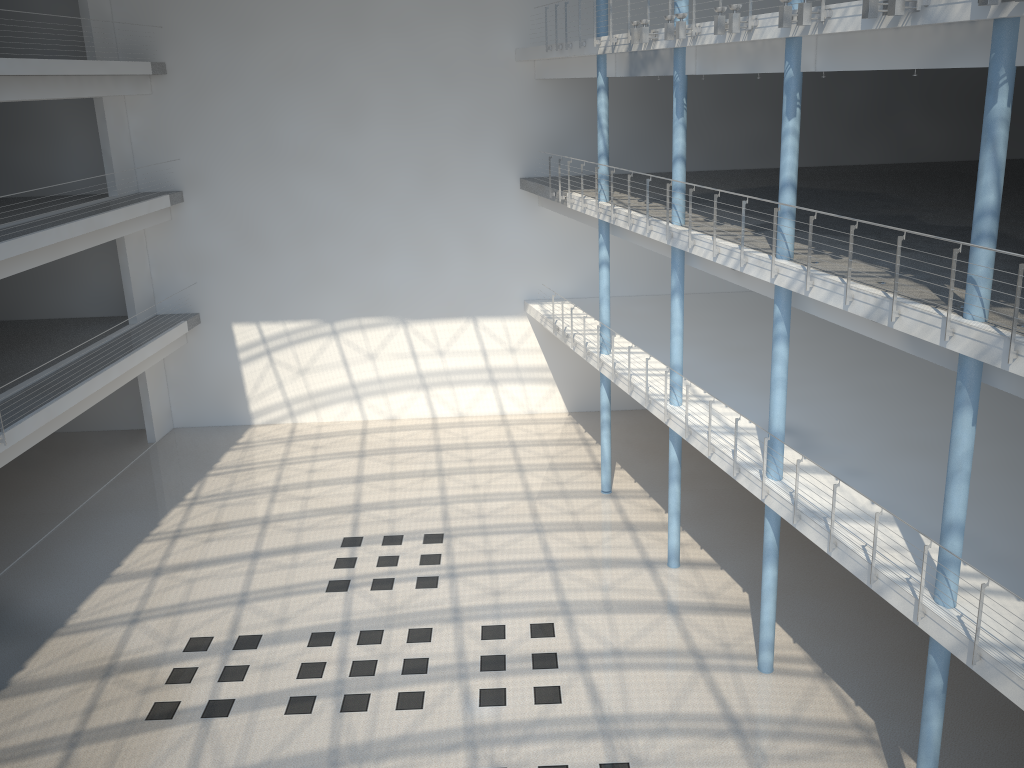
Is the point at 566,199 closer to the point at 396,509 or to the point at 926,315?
the point at 396,509
